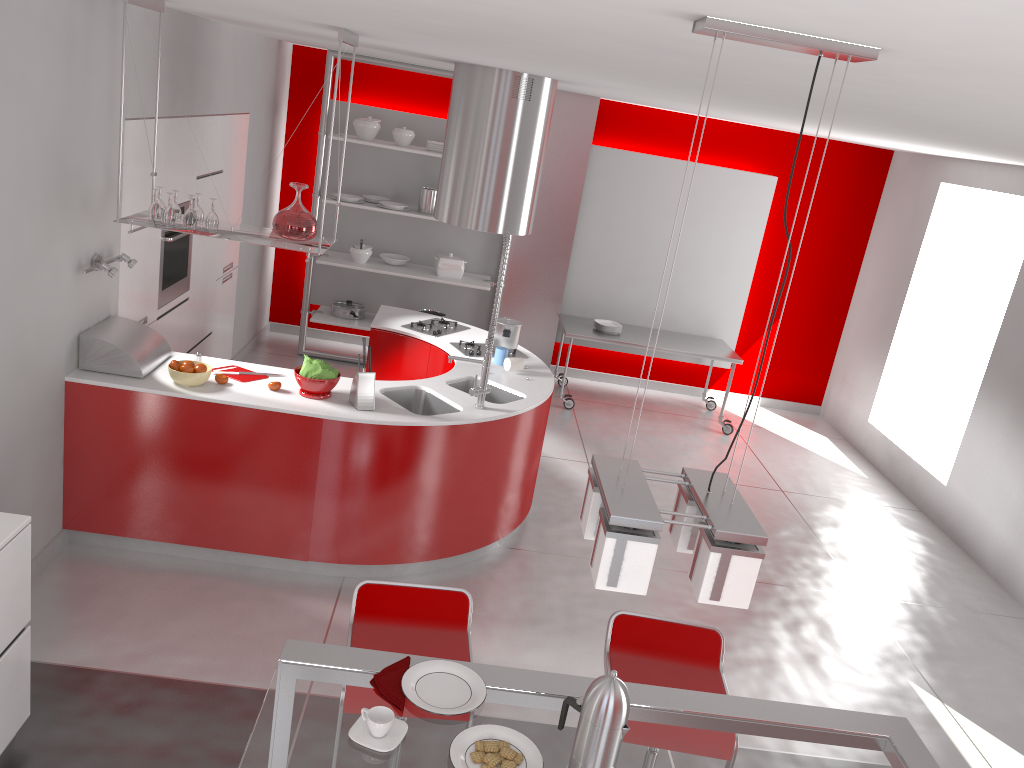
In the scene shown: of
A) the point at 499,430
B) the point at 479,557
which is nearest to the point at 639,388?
the point at 479,557

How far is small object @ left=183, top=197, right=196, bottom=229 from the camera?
4.1m

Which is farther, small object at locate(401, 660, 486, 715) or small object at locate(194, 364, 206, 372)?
small object at locate(194, 364, 206, 372)

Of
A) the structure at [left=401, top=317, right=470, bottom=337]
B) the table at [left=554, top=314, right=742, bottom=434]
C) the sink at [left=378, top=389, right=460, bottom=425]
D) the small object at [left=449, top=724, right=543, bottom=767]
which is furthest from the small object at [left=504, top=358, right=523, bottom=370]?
the small object at [left=449, top=724, right=543, bottom=767]

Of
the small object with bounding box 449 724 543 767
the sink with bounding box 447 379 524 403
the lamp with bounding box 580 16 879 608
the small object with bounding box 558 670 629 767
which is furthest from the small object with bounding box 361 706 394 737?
the sink with bounding box 447 379 524 403

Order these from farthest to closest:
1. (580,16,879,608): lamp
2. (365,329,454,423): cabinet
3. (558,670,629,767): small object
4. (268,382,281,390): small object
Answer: (365,329,454,423): cabinet, (268,382,281,390): small object, (558,670,629,767): small object, (580,16,879,608): lamp

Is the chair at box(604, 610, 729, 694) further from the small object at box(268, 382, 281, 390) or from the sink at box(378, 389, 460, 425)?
the small object at box(268, 382, 281, 390)

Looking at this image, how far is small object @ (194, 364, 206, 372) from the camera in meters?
4.3

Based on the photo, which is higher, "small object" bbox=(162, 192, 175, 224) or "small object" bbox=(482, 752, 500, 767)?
"small object" bbox=(162, 192, 175, 224)

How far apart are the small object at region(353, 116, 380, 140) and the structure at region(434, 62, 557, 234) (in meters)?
2.00
